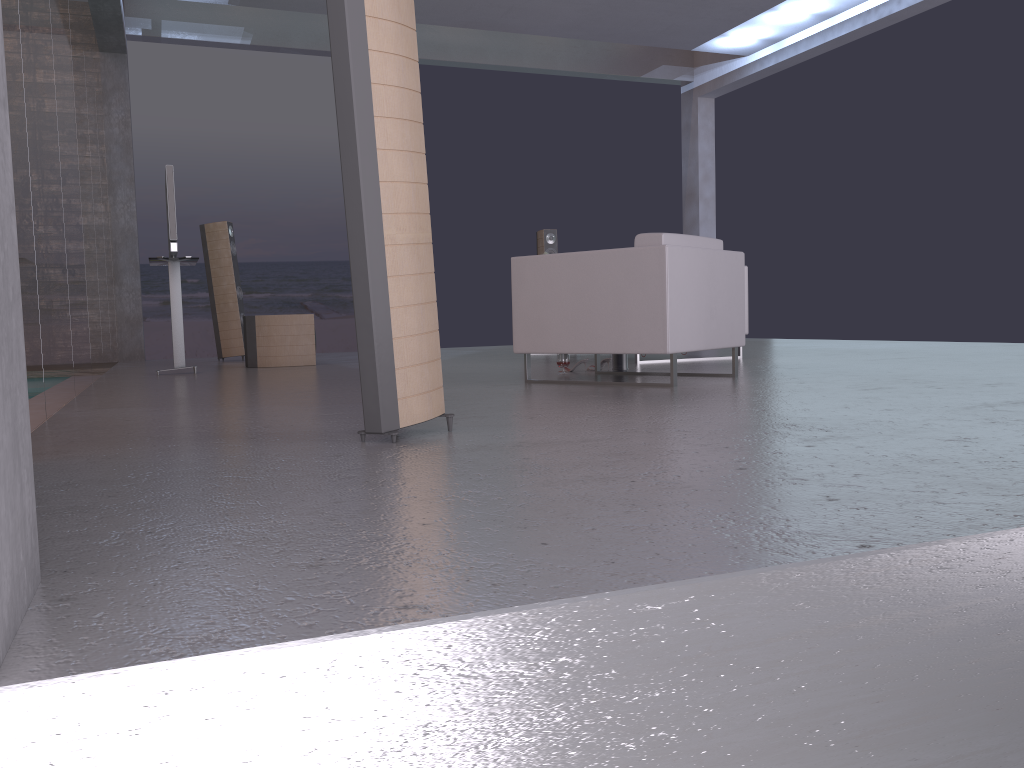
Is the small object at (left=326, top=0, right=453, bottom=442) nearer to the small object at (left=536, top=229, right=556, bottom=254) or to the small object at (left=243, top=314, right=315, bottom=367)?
the small object at (left=243, top=314, right=315, bottom=367)

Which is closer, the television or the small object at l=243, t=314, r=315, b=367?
the television

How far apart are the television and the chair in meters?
3.0 m

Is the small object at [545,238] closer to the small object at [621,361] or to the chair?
the small object at [621,361]

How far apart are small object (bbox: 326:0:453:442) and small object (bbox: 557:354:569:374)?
2.8 meters

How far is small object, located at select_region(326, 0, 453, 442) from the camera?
2.6 meters

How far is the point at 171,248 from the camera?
6.6m

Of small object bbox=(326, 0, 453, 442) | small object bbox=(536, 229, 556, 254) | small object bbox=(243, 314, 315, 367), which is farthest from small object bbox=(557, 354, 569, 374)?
small object bbox=(536, 229, 556, 254)

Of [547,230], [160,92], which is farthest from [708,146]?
[160,92]

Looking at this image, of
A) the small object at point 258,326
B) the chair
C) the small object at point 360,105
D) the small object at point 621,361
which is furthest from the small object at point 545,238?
the small object at point 360,105
